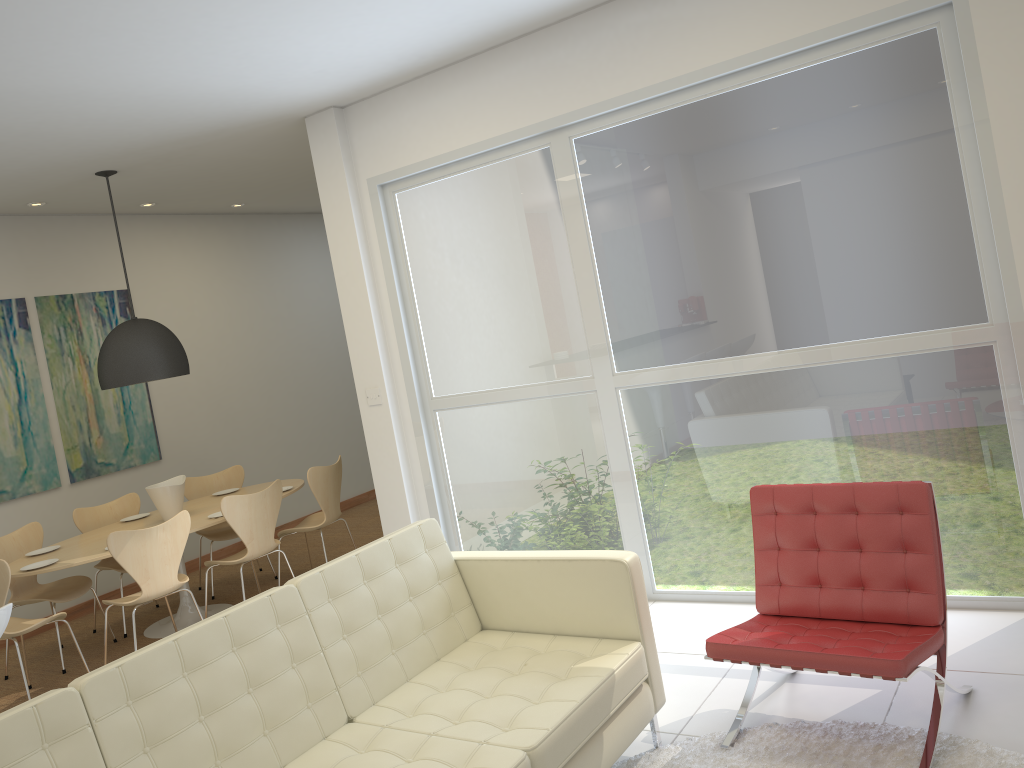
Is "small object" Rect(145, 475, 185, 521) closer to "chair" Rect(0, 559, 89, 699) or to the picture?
"chair" Rect(0, 559, 89, 699)

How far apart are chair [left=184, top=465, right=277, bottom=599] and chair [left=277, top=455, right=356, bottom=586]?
0.59m

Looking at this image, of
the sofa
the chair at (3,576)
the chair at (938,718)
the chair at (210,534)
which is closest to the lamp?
the chair at (210,534)

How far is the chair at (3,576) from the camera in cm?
488

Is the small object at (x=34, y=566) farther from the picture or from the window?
the window

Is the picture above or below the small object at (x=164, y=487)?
above

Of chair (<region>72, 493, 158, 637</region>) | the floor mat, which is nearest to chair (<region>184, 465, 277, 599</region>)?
chair (<region>72, 493, 158, 637</region>)

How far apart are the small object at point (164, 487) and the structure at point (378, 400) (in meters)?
1.65

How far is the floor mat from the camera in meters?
2.9

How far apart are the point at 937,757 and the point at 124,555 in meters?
4.3 m
